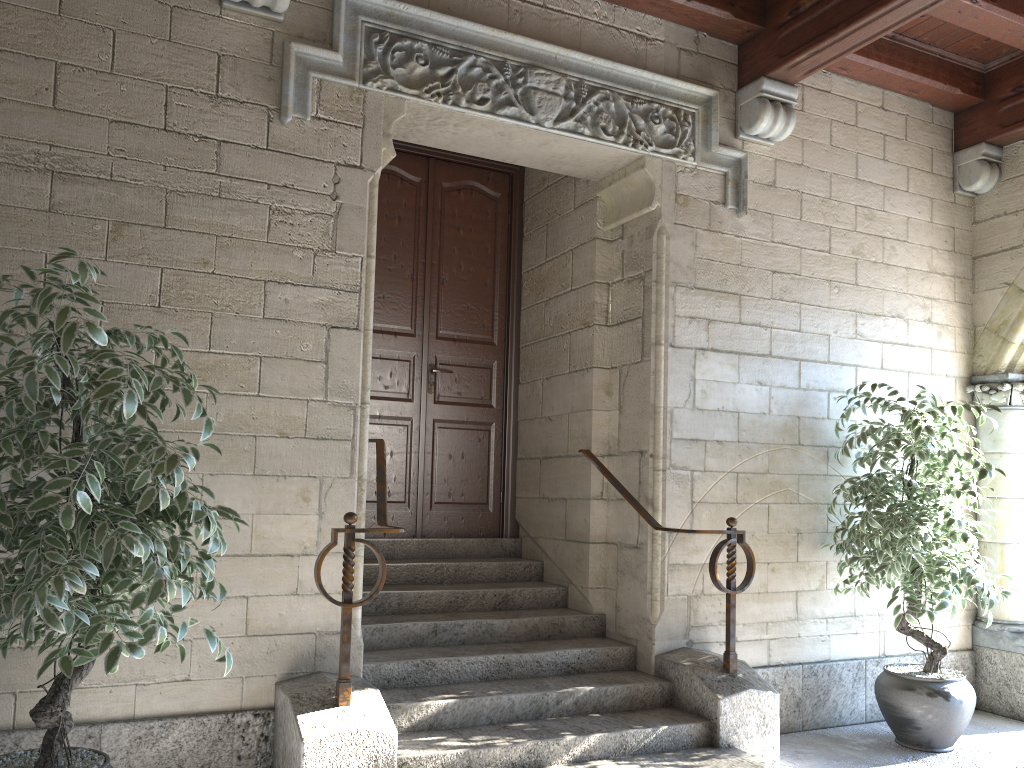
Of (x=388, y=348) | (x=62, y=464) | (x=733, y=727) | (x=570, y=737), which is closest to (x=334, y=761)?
(x=570, y=737)

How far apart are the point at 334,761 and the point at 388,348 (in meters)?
2.30

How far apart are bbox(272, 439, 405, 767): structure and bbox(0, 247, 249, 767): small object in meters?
0.4

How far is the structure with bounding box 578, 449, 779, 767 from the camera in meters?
3.3 m

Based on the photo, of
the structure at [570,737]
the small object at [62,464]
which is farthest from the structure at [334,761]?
the small object at [62,464]

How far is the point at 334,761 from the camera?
2.66m

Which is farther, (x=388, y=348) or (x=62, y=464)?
(x=388, y=348)

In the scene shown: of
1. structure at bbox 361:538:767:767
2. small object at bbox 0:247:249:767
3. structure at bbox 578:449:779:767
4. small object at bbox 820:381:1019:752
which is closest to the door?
structure at bbox 361:538:767:767

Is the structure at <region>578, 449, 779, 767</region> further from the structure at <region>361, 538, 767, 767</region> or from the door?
the door

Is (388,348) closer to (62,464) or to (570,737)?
(570,737)
